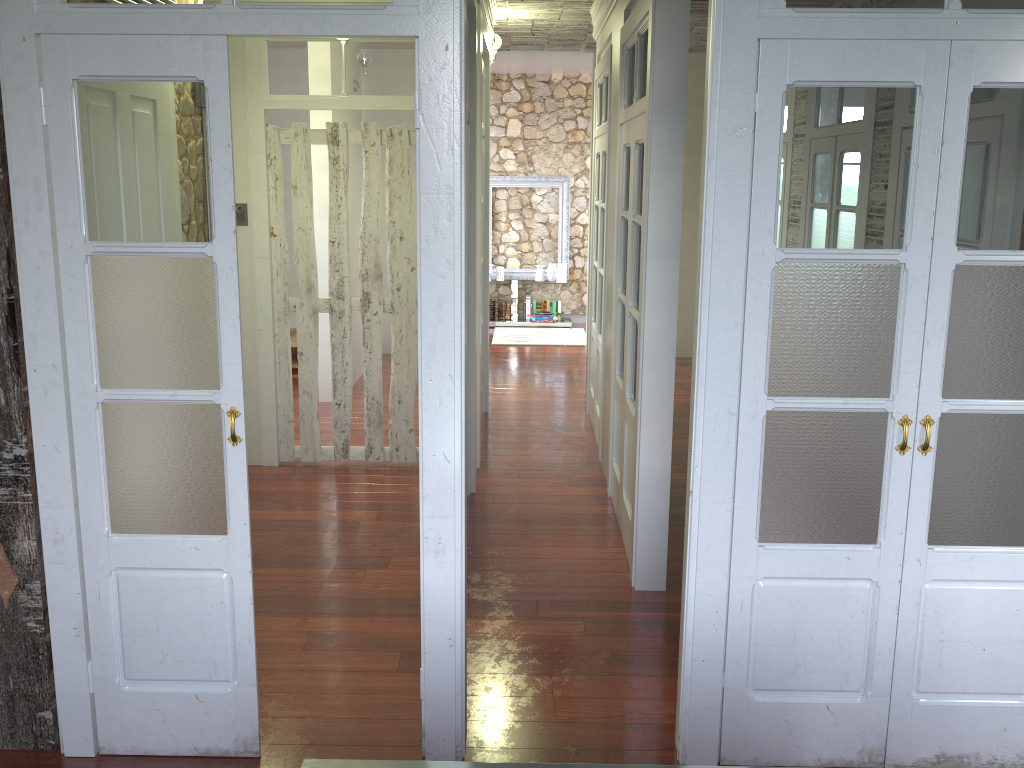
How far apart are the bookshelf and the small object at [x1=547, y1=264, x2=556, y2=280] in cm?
48

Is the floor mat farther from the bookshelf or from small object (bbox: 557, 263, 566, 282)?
small object (bbox: 557, 263, 566, 282)

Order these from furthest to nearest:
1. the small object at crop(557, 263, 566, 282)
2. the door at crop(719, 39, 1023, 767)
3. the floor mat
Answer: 1. the small object at crop(557, 263, 566, 282)
2. the floor mat
3. the door at crop(719, 39, 1023, 767)

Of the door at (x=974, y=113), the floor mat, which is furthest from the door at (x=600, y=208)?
the door at (x=974, y=113)

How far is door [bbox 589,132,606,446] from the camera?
5.92m

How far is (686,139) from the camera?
8.54m

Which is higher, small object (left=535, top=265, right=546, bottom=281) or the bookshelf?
small object (left=535, top=265, right=546, bottom=281)

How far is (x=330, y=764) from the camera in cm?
179

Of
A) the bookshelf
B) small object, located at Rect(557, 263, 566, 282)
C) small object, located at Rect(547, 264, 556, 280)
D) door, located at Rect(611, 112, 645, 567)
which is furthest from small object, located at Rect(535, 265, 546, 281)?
door, located at Rect(611, 112, 645, 567)

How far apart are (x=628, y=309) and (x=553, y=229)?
6.6 meters
